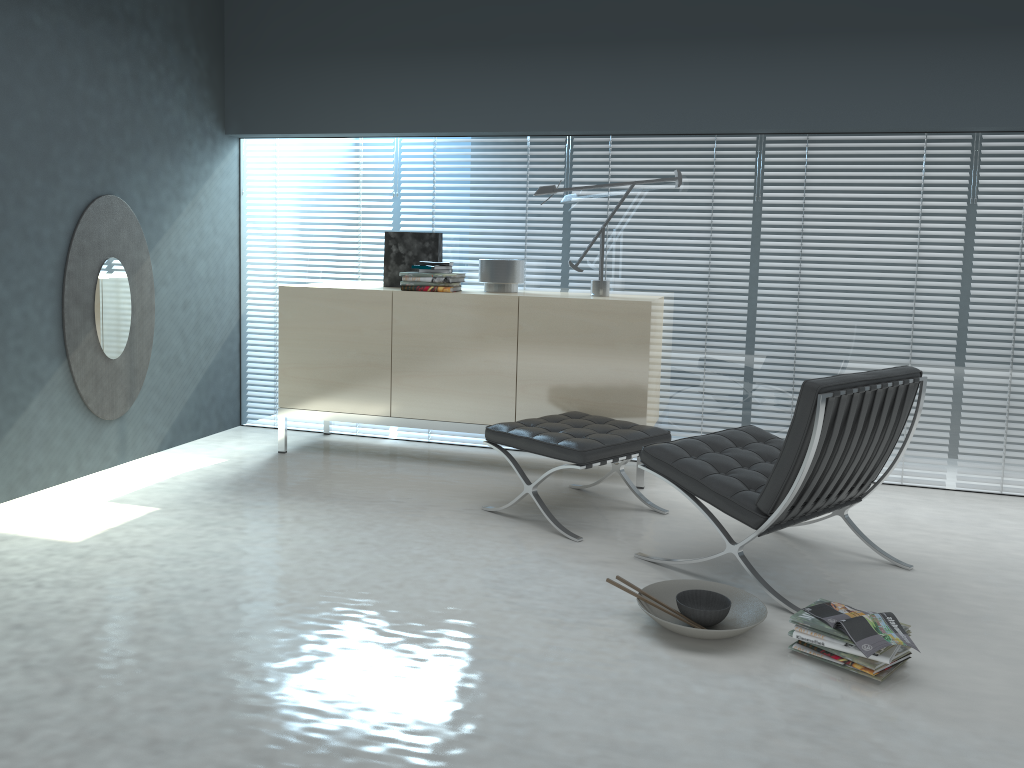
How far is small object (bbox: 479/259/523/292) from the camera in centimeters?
447cm

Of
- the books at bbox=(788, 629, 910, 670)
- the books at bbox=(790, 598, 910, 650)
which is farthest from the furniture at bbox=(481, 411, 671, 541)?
the books at bbox=(788, 629, 910, 670)

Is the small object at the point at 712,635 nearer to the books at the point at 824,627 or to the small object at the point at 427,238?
the books at the point at 824,627

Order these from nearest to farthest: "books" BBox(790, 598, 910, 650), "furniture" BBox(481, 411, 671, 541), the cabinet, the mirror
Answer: "books" BBox(790, 598, 910, 650) < "furniture" BBox(481, 411, 671, 541) < the mirror < the cabinet

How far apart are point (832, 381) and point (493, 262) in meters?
2.1

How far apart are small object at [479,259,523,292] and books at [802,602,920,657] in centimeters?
240cm

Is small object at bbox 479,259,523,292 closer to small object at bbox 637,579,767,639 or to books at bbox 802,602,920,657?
small object at bbox 637,579,767,639

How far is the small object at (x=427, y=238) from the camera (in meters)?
4.70

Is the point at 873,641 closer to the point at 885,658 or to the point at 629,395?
the point at 885,658

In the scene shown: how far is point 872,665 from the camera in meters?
2.4
